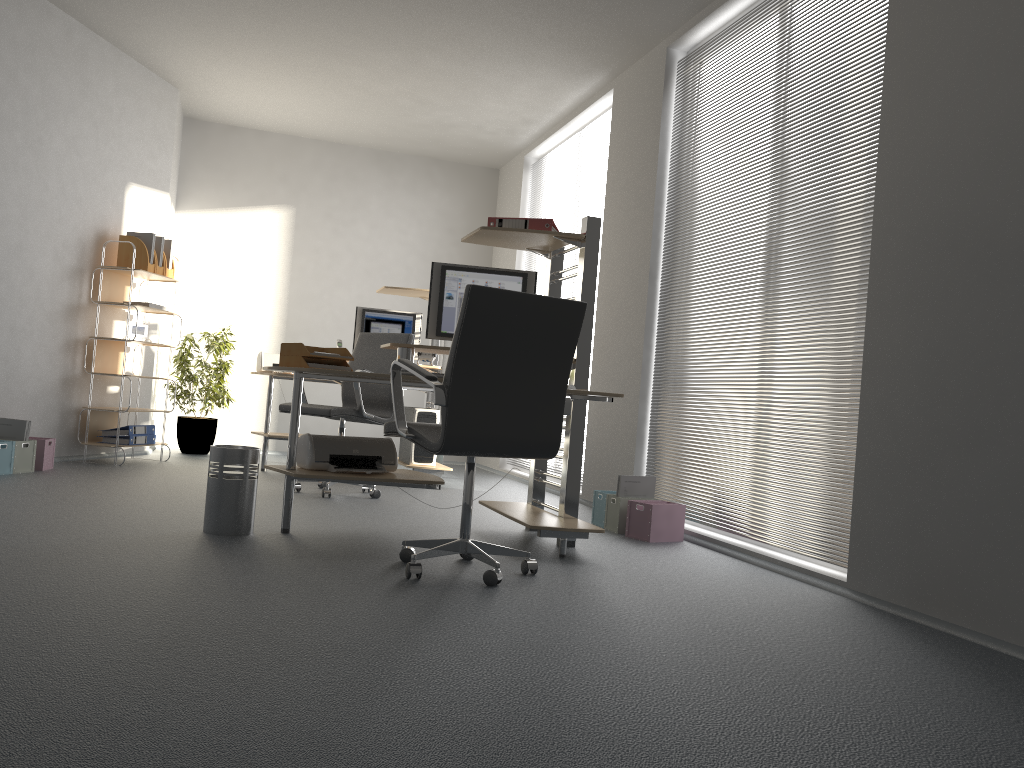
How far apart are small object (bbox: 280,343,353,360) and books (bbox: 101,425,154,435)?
2.7m

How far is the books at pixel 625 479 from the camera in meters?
4.8 m

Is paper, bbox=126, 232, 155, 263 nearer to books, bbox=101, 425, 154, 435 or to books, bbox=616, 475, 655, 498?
books, bbox=101, 425, 154, 435

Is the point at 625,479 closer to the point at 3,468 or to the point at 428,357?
the point at 428,357

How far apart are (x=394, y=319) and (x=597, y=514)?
2.7 meters

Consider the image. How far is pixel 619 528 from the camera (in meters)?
4.77

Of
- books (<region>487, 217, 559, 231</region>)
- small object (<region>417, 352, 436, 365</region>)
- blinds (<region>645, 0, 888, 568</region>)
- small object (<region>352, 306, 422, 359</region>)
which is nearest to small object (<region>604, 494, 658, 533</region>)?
blinds (<region>645, 0, 888, 568</region>)

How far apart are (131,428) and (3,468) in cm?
121

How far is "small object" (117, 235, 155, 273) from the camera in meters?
6.4

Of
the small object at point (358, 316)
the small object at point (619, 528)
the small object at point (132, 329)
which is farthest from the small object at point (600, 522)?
the small object at point (132, 329)
